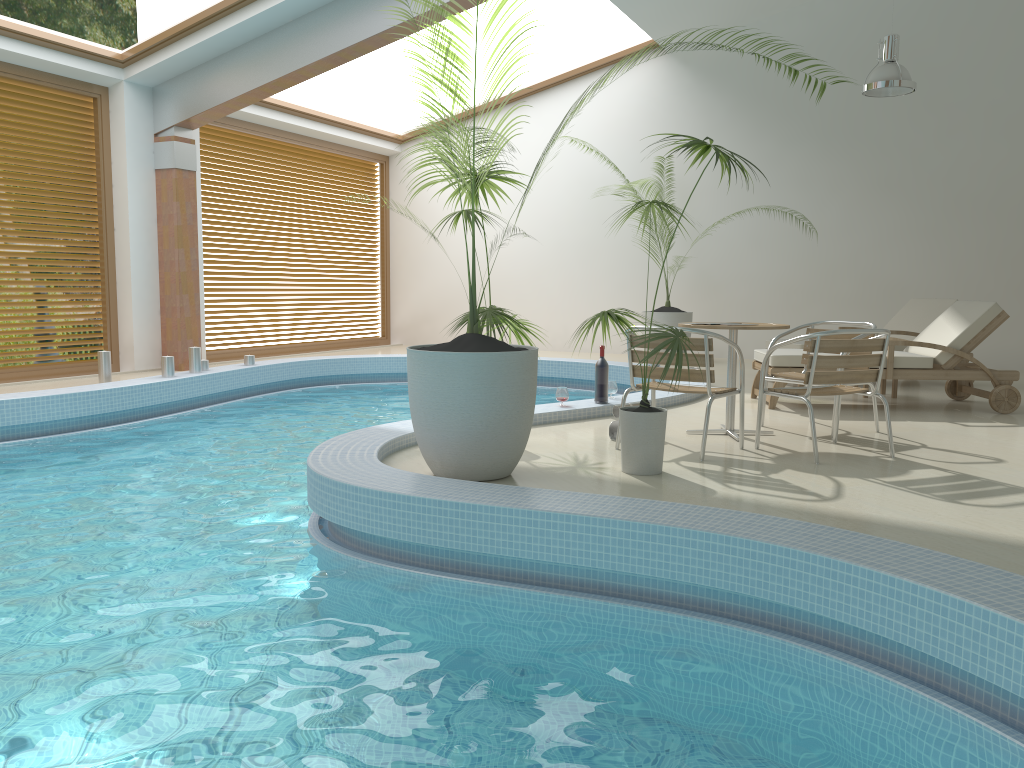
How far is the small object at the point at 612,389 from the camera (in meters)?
6.97

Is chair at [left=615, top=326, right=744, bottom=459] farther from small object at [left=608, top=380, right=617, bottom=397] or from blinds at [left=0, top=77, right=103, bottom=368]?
blinds at [left=0, top=77, right=103, bottom=368]

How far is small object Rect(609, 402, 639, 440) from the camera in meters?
5.6

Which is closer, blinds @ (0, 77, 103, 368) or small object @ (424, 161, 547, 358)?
small object @ (424, 161, 547, 358)

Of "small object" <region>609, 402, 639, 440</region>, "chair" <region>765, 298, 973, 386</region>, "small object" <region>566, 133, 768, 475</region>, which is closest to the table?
"small object" <region>609, 402, 639, 440</region>

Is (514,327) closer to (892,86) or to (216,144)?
(892,86)

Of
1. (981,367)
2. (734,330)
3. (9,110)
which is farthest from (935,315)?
(9,110)

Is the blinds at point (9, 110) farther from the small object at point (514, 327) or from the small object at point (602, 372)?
the small object at point (602, 372)

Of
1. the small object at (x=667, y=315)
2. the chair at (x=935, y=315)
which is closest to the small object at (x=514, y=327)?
the chair at (x=935, y=315)

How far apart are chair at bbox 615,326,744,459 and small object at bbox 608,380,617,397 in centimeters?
149cm
